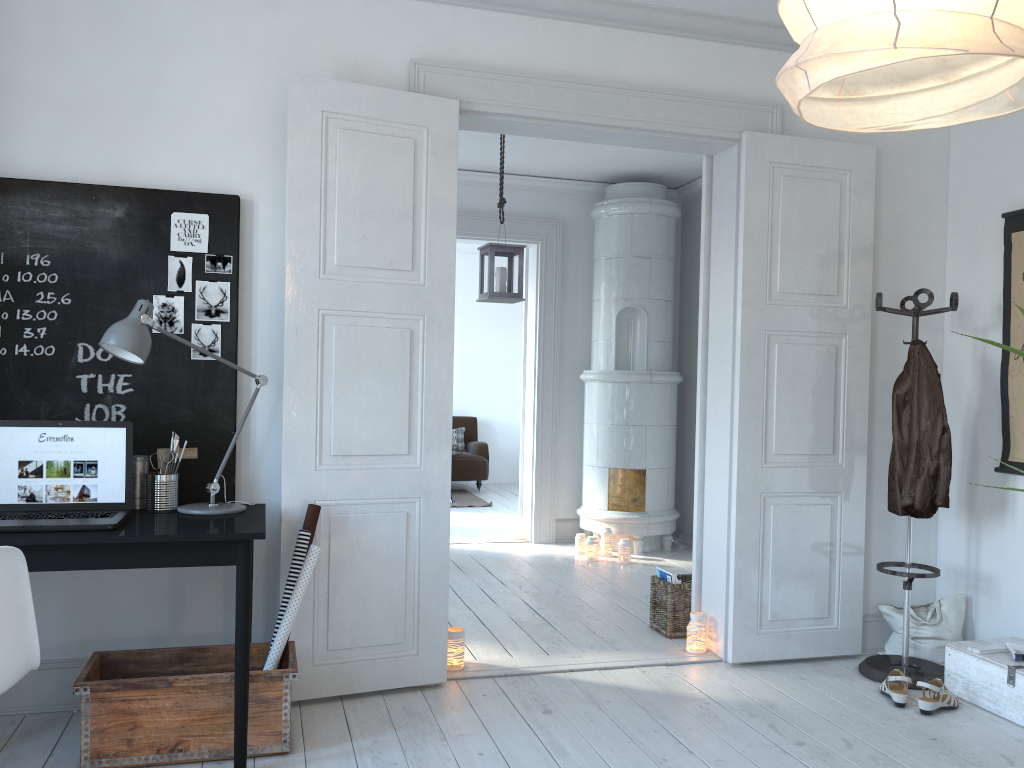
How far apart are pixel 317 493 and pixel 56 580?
0.98m

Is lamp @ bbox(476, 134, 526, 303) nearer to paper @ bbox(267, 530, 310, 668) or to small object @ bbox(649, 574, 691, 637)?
small object @ bbox(649, 574, 691, 637)

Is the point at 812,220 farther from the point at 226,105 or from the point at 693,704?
the point at 226,105

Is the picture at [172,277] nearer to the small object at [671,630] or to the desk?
the desk

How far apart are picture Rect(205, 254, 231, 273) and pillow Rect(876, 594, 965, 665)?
3.2 meters

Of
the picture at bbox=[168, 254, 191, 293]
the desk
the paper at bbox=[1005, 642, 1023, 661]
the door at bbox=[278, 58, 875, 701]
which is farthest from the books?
the picture at bbox=[168, 254, 191, 293]

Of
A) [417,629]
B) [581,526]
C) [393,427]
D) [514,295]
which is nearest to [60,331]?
[393,427]

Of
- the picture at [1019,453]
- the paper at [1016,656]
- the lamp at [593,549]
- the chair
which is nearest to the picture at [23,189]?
the chair

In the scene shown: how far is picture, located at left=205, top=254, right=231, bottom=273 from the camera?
3.3 meters

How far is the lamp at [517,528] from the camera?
6.92m
